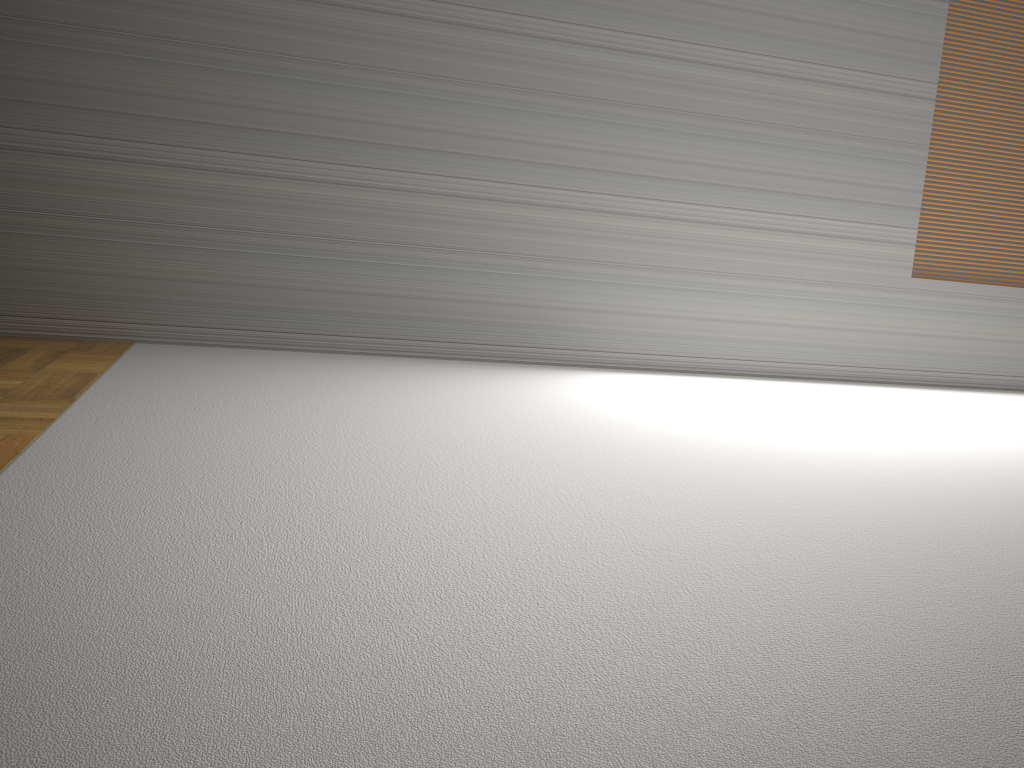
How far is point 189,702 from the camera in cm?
129
